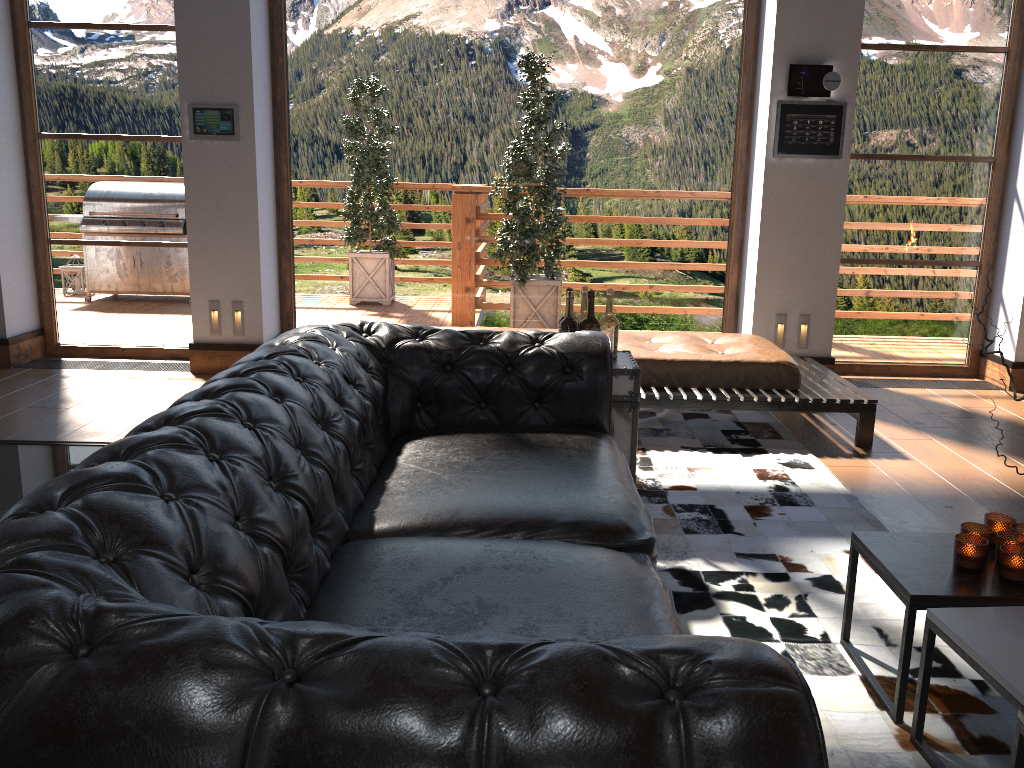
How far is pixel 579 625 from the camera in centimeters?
171cm

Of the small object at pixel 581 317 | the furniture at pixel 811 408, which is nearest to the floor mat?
the furniture at pixel 811 408

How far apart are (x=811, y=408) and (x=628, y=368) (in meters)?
1.54

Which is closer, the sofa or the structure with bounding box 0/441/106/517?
the sofa

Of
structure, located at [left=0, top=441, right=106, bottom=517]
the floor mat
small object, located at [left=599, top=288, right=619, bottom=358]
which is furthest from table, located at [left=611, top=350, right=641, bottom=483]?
structure, located at [left=0, top=441, right=106, bottom=517]

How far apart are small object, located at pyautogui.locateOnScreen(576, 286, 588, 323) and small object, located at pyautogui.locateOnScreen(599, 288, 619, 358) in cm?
9

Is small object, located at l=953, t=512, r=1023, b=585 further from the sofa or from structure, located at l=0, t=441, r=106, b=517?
structure, located at l=0, t=441, r=106, b=517

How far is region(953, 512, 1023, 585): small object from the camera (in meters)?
2.18

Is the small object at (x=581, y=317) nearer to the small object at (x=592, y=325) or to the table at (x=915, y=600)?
the small object at (x=592, y=325)

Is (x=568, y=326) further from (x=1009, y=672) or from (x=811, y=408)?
(x=1009, y=672)
